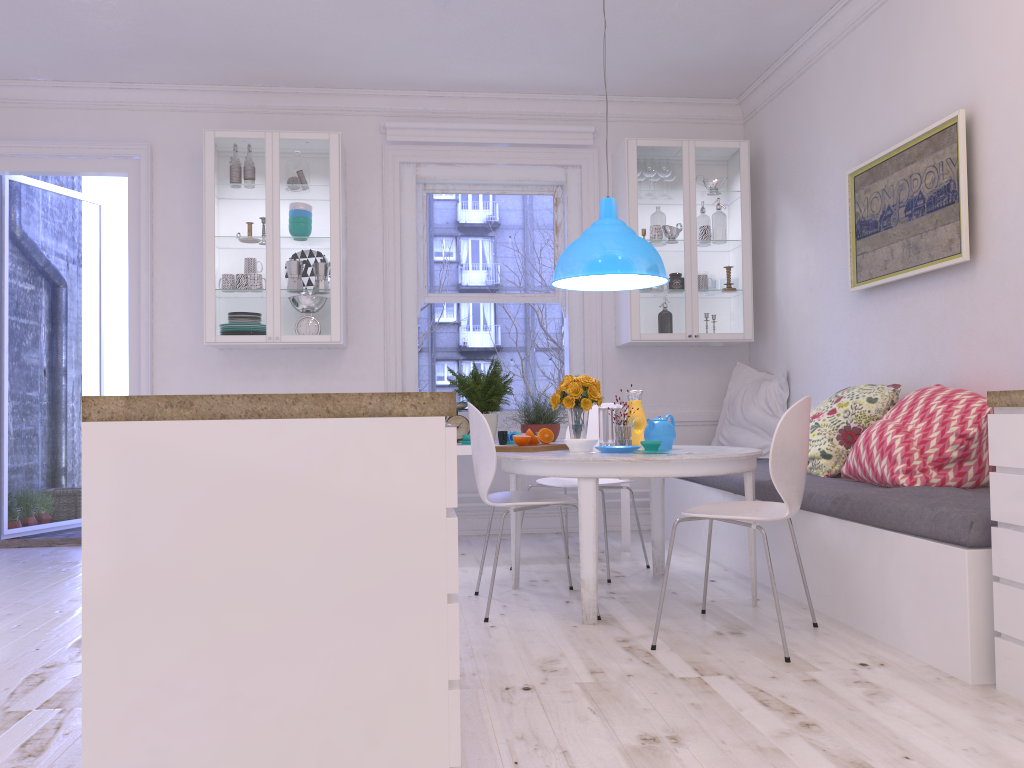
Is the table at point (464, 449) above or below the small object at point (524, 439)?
below

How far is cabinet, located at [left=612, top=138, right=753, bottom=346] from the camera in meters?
5.7

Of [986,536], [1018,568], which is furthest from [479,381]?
[1018,568]

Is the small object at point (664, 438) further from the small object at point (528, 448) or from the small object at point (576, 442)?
the small object at point (528, 448)

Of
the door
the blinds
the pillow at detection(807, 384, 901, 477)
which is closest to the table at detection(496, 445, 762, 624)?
the pillow at detection(807, 384, 901, 477)

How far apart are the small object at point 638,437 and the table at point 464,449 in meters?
1.0 m

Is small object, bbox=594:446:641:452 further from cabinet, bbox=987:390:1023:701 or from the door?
the door

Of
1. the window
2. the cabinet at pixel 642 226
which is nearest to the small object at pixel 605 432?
the cabinet at pixel 642 226

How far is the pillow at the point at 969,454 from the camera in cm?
334

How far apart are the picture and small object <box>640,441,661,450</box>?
1.5m
